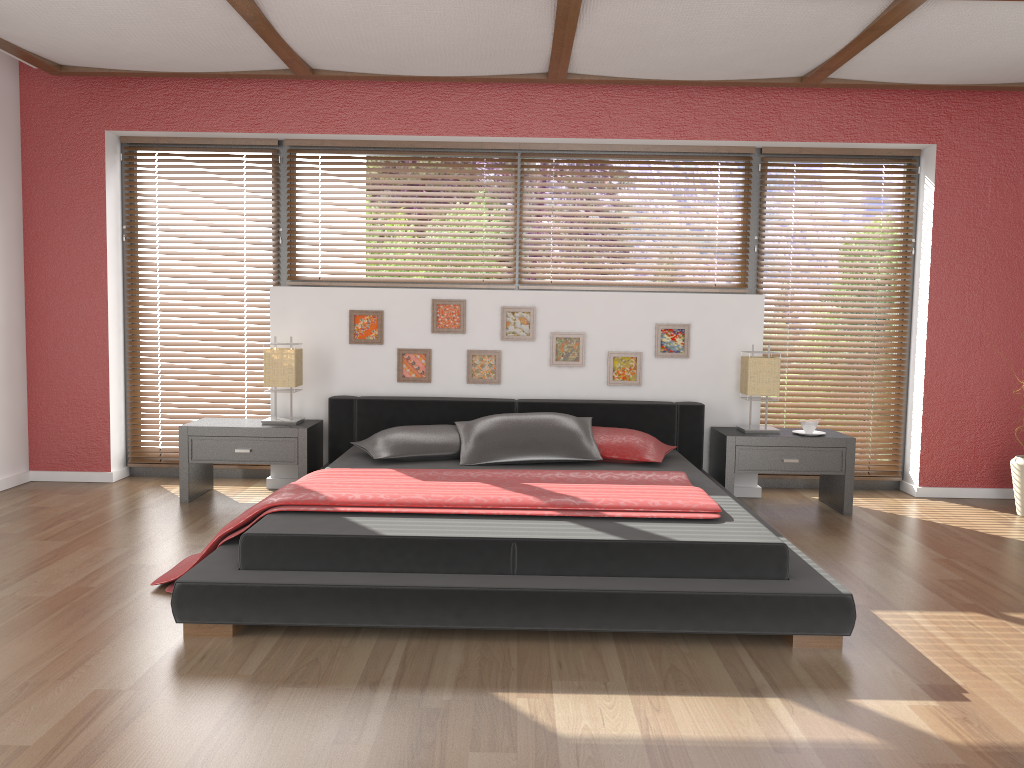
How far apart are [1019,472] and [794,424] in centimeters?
124cm

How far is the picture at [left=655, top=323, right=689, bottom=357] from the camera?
5.2m

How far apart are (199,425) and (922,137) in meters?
4.5 m

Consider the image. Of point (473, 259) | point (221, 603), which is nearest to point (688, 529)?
point (221, 603)

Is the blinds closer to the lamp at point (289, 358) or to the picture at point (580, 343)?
the lamp at point (289, 358)

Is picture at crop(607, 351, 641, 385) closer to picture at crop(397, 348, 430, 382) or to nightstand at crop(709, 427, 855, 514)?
nightstand at crop(709, 427, 855, 514)

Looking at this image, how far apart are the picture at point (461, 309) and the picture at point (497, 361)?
0.14m

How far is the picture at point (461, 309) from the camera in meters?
5.2 m

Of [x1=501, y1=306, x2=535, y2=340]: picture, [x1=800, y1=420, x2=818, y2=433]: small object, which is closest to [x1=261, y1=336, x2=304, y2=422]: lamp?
[x1=501, y1=306, x2=535, y2=340]: picture

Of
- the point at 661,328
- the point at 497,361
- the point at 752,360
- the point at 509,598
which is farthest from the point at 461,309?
the point at 509,598
